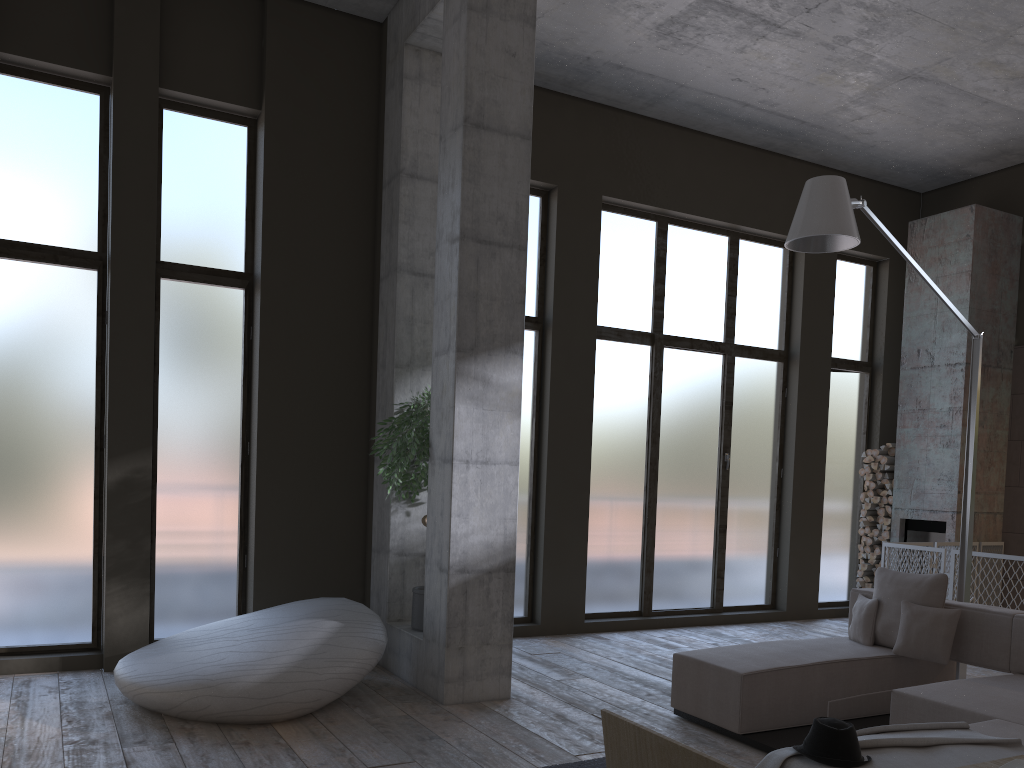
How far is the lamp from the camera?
5.4 meters

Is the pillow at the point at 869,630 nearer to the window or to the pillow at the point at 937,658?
the pillow at the point at 937,658

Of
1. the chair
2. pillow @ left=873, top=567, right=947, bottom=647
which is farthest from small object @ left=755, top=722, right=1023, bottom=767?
the chair

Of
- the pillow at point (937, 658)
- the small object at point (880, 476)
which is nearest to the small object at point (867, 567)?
the small object at point (880, 476)

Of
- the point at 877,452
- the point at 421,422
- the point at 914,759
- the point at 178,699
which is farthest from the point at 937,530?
the point at 178,699

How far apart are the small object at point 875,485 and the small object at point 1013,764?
8.6m

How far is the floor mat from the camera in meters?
4.4

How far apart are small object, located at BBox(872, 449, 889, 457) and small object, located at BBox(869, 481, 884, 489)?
0.3m

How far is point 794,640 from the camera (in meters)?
5.99

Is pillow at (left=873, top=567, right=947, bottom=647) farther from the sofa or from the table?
the table
